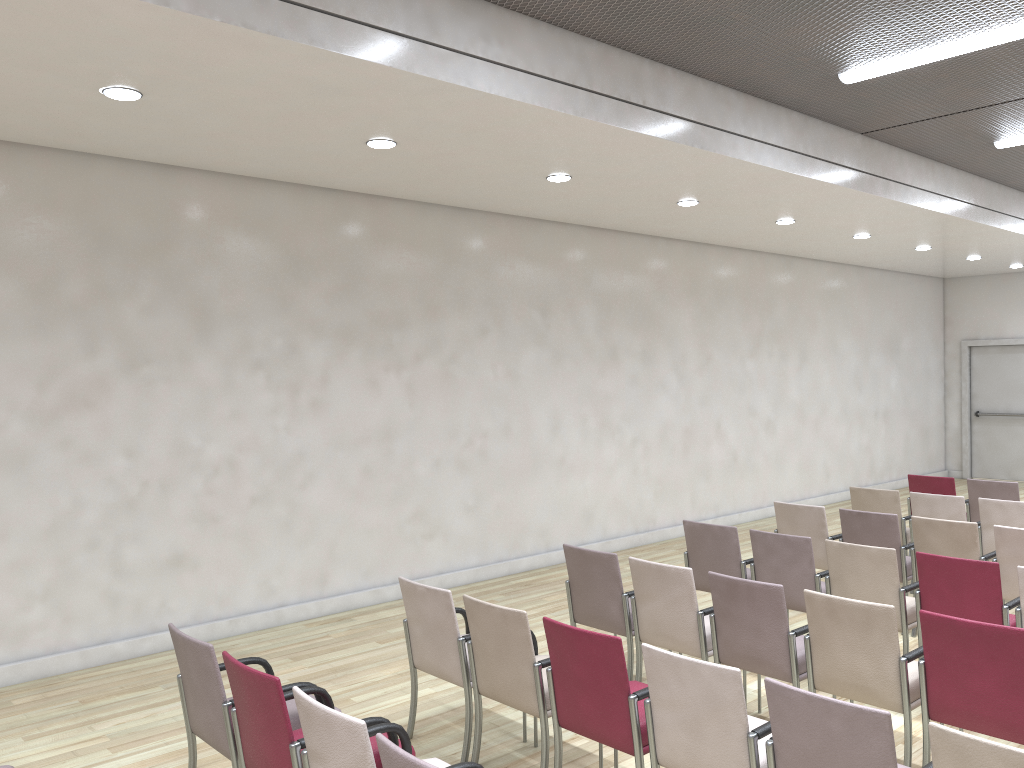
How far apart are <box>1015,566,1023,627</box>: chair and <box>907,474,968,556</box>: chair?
4.03m

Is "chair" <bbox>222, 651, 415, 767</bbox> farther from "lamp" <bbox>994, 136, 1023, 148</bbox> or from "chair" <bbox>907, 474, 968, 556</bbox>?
"lamp" <bbox>994, 136, 1023, 148</bbox>

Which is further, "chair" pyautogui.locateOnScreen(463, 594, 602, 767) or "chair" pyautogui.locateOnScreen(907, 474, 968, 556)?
"chair" pyautogui.locateOnScreen(907, 474, 968, 556)

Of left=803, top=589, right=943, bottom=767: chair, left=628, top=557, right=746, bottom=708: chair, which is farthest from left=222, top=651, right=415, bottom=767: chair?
left=803, top=589, right=943, bottom=767: chair

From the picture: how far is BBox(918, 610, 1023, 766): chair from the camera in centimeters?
367cm

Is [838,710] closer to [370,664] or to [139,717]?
[370,664]

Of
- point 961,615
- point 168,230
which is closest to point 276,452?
point 168,230

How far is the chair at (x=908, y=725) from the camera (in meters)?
4.02

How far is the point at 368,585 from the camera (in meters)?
7.60

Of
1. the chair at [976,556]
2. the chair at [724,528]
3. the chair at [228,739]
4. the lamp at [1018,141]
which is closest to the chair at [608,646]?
the chair at [228,739]
